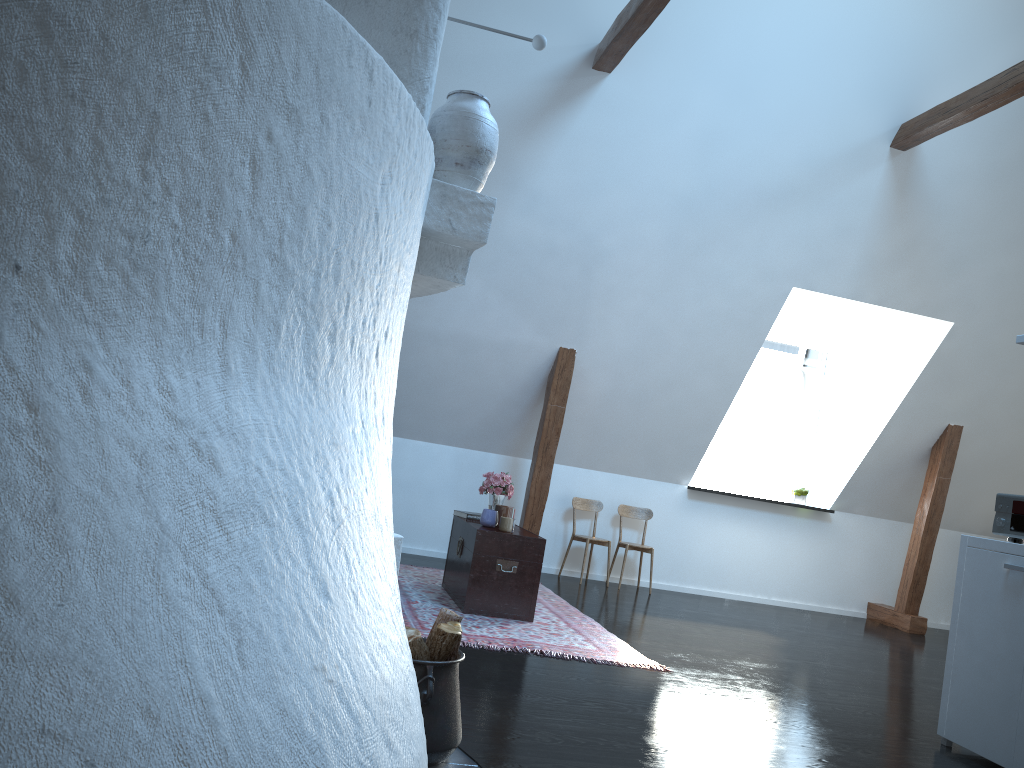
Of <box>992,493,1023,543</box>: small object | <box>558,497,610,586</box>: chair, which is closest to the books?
<box>558,497,610,586</box>: chair

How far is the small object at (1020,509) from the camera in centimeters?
384cm

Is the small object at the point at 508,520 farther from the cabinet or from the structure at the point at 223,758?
the structure at the point at 223,758

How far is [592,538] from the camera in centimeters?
749cm

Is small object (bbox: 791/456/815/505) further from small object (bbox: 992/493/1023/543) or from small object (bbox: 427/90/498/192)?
small object (bbox: 427/90/498/192)

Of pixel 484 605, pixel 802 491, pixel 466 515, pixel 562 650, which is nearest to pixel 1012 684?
pixel 562 650

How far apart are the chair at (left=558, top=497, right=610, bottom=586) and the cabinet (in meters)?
3.72

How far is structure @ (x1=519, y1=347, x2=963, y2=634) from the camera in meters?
7.1

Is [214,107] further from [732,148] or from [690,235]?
[690,235]

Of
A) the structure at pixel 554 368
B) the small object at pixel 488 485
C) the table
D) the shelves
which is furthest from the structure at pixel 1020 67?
the table
